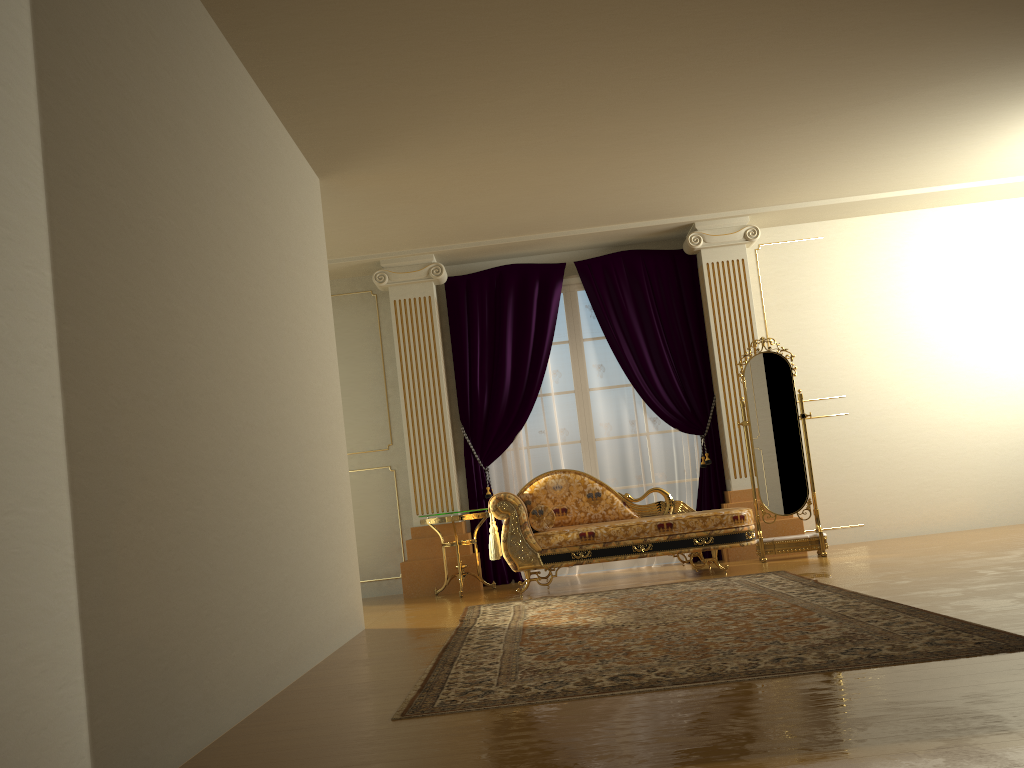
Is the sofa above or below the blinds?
below

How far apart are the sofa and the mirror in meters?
0.5 m

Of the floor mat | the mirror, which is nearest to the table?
the floor mat

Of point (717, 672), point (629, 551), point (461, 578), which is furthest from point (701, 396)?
point (717, 672)

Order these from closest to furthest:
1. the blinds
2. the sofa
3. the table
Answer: the sofa → the table → the blinds

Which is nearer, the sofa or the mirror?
the sofa

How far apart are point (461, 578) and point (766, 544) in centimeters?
228cm

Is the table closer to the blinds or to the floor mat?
the blinds

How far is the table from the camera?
6.6 meters

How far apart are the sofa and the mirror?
0.5 meters
